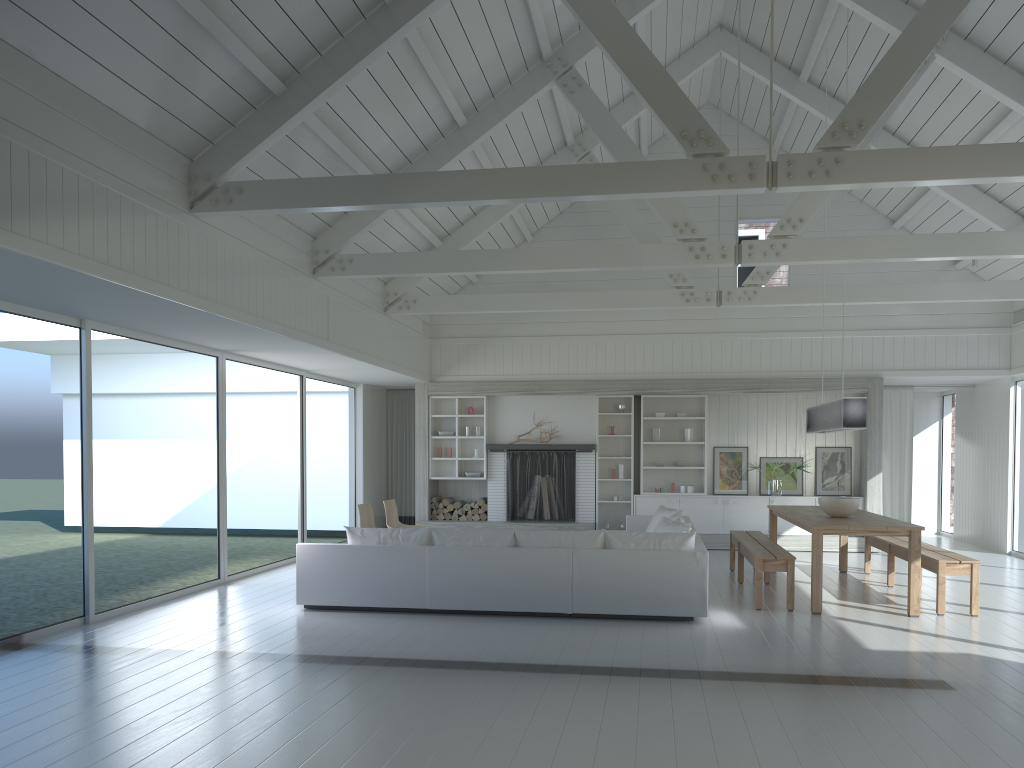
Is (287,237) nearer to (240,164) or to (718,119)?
(240,164)

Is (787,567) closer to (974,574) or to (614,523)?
(974,574)

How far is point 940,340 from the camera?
12.1m

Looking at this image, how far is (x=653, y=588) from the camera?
6.99m

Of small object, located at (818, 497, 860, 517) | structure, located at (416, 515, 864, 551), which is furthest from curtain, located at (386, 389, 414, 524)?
small object, located at (818, 497, 860, 517)

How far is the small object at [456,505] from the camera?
13.1m

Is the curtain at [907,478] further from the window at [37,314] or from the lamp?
the window at [37,314]

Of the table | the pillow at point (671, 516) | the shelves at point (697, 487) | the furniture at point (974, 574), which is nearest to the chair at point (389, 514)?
the pillow at point (671, 516)

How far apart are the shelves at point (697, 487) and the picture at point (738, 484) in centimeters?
19cm

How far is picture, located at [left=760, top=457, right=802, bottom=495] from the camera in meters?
12.6 m
